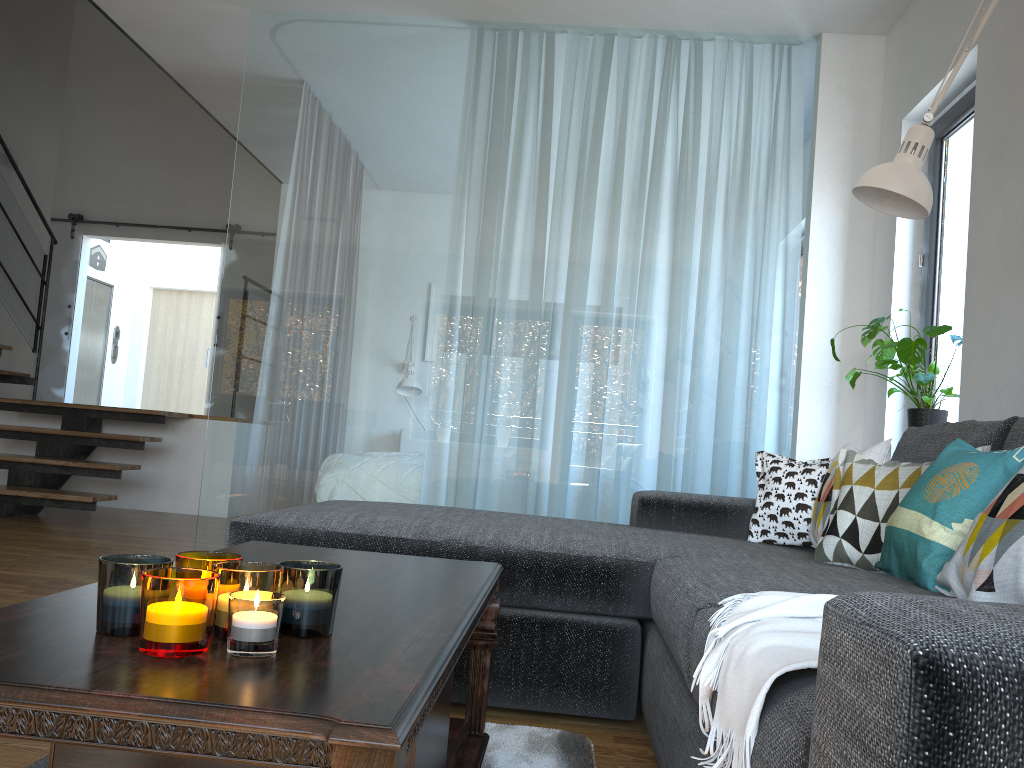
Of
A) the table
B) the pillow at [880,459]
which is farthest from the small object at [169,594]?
the pillow at [880,459]

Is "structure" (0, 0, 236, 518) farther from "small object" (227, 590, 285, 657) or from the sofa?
"small object" (227, 590, 285, 657)

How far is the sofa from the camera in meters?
0.6 m

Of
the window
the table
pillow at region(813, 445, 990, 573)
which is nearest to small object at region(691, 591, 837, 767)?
the table

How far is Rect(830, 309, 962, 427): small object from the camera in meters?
3.3

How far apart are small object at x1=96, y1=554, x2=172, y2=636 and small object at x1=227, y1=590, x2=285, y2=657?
0.1 meters

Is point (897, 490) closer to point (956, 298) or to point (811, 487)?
point (811, 487)

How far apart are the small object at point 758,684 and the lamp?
1.33m

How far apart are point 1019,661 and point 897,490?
1.77m

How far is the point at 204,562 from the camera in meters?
1.0 m
